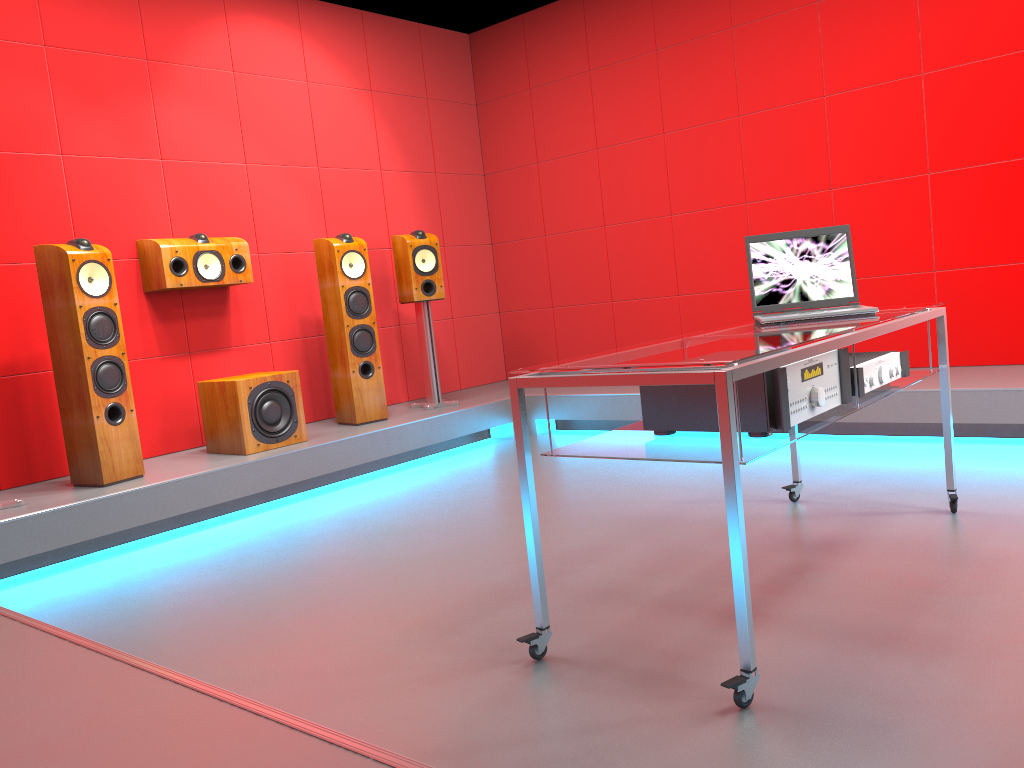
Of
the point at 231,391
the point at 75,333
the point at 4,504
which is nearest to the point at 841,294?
the point at 231,391

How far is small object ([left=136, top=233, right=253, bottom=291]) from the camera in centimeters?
433cm

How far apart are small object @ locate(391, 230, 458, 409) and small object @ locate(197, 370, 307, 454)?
1.0 meters

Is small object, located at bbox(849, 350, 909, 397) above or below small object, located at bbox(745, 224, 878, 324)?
below

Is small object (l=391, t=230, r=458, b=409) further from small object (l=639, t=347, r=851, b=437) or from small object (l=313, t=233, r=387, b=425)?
small object (l=639, t=347, r=851, b=437)

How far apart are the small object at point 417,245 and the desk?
2.5 meters

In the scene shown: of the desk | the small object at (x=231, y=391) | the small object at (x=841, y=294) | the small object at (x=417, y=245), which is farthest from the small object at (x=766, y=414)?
the small object at (x=417, y=245)

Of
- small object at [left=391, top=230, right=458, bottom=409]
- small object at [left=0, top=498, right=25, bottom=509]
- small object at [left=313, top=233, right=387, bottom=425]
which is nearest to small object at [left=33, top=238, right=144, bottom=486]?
small object at [left=0, top=498, right=25, bottom=509]

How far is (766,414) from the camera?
2.0m

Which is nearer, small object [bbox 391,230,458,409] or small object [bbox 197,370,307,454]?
small object [bbox 197,370,307,454]
